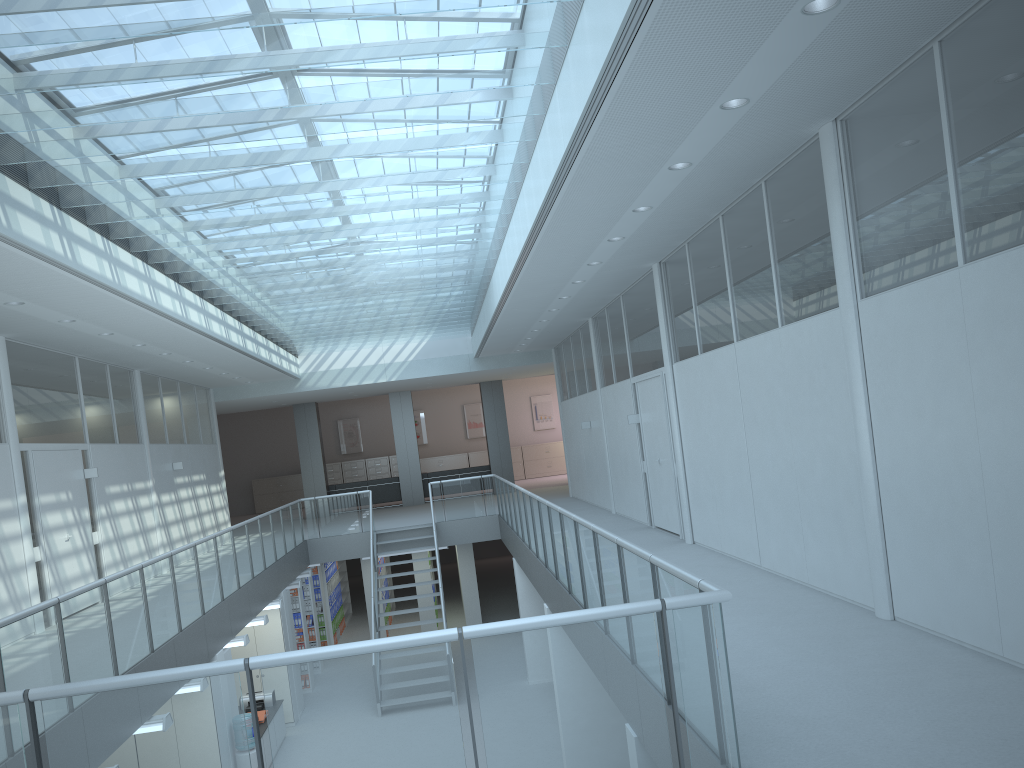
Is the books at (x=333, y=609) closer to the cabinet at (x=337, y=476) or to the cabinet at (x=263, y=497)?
the cabinet at (x=337, y=476)

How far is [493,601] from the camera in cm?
1990

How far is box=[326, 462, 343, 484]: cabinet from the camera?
26.4m

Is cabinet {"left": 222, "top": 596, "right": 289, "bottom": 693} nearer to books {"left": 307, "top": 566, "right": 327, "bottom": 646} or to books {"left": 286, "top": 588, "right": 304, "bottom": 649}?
books {"left": 286, "top": 588, "right": 304, "bottom": 649}

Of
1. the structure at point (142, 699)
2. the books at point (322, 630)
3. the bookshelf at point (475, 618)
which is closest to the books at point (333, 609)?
the books at point (322, 630)

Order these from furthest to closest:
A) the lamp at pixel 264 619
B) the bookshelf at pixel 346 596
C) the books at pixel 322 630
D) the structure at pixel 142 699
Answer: the bookshelf at pixel 346 596, the books at pixel 322 630, the lamp at pixel 264 619, the structure at pixel 142 699

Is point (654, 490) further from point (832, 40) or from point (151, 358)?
point (832, 40)

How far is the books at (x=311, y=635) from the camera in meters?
15.2

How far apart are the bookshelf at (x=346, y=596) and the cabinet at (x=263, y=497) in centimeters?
667cm

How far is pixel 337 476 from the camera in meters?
26.4 m
